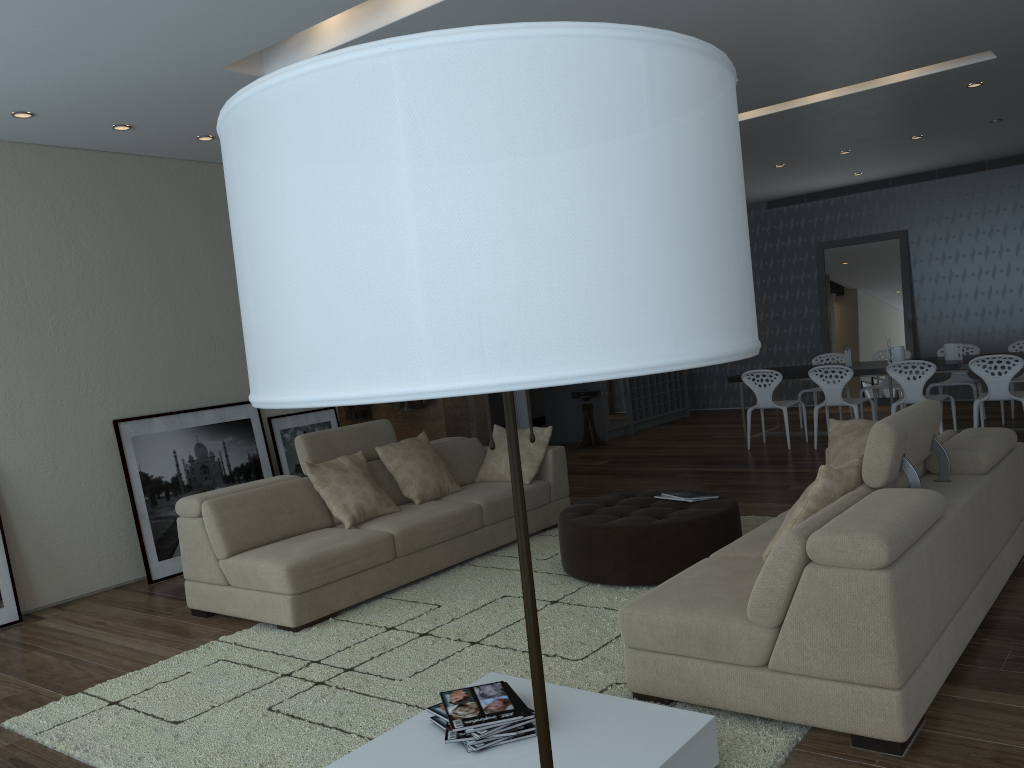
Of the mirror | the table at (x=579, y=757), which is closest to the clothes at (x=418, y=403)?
the mirror

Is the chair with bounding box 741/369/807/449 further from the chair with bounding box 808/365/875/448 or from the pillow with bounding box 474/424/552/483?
the pillow with bounding box 474/424/552/483

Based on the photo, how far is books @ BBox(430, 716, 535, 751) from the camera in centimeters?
266cm

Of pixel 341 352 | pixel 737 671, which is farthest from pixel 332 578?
pixel 341 352

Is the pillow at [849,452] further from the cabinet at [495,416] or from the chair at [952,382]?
the cabinet at [495,416]

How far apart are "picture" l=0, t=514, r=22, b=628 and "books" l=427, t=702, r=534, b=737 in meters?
3.7 m

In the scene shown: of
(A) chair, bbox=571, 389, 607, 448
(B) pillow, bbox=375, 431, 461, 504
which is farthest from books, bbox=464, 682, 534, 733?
(A) chair, bbox=571, 389, 607, 448

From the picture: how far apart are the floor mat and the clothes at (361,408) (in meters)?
4.39

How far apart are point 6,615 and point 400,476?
2.5 meters

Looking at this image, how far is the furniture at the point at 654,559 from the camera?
4.7m
